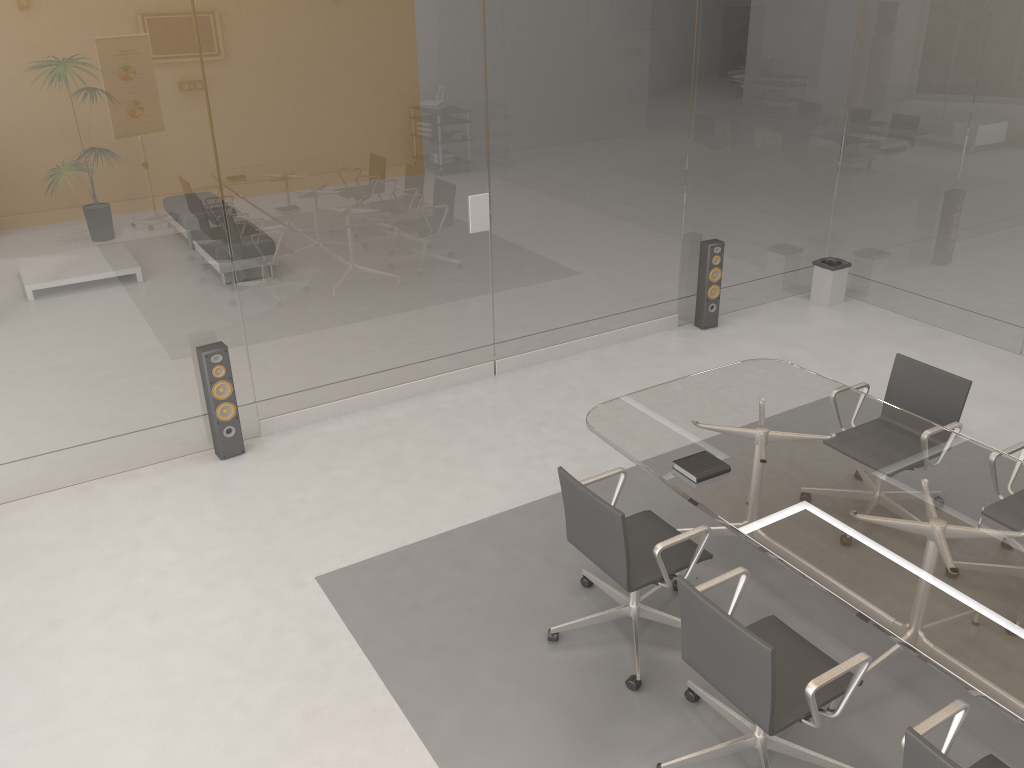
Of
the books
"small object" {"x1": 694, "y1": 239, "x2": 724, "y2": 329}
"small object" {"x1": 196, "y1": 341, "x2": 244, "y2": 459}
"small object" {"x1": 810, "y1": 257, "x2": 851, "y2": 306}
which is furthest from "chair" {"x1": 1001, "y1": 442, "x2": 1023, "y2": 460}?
"small object" {"x1": 196, "y1": 341, "x2": 244, "y2": 459}

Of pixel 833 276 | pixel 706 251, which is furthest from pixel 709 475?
pixel 833 276

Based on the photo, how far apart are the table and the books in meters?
0.0 m

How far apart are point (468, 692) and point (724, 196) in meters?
4.7

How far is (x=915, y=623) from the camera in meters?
2.8

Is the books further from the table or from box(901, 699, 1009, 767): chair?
box(901, 699, 1009, 767): chair

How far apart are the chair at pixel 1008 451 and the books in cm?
136

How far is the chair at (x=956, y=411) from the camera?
4.35m

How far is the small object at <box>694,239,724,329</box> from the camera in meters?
6.9

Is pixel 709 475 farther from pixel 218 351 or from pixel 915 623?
pixel 218 351
